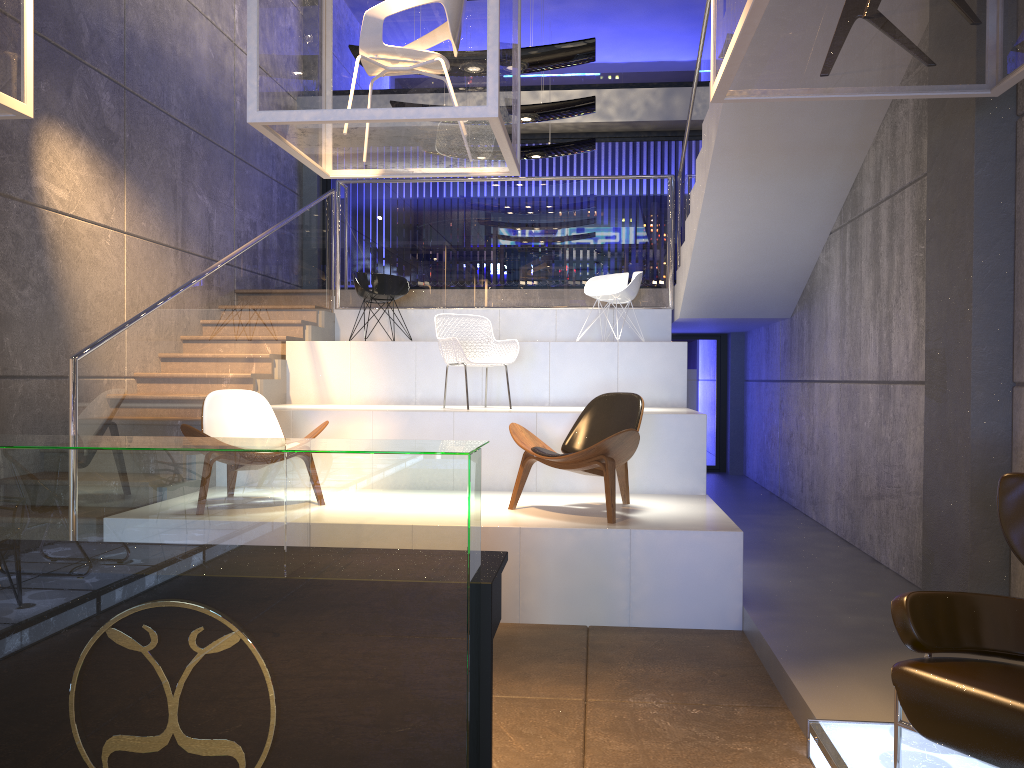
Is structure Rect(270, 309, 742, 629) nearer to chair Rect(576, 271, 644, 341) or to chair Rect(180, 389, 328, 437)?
chair Rect(576, 271, 644, 341)

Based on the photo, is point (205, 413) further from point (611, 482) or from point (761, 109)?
point (761, 109)

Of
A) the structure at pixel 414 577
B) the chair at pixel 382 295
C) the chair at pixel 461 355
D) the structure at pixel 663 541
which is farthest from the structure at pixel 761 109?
the structure at pixel 414 577

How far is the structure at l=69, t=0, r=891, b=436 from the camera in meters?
6.0

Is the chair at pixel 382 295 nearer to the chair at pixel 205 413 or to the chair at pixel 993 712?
the chair at pixel 205 413

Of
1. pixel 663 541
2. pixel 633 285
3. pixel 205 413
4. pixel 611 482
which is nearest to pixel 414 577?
pixel 663 541

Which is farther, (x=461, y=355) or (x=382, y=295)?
(x=382, y=295)

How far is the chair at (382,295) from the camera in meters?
8.9

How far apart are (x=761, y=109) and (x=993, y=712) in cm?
457

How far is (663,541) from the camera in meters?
4.9
